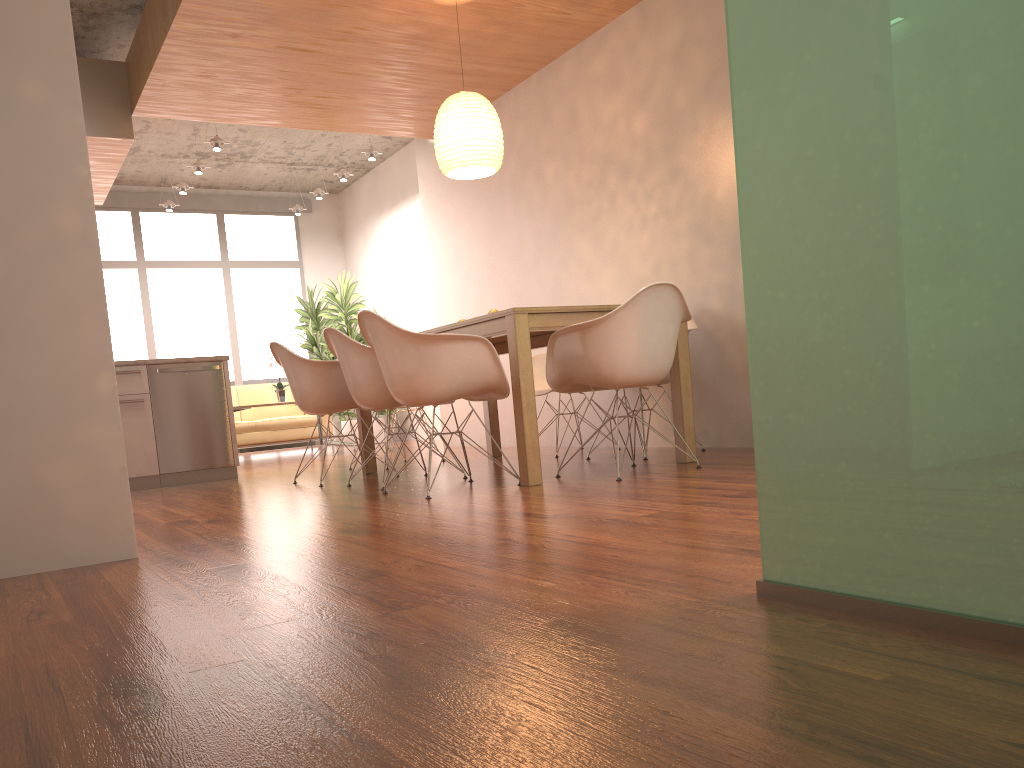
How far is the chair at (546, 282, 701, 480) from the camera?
4.0m

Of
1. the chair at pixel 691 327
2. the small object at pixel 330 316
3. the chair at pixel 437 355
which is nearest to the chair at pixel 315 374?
the chair at pixel 437 355

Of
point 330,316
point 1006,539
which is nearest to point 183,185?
point 330,316

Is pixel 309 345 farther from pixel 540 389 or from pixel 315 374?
pixel 315 374

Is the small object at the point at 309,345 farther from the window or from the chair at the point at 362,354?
the chair at the point at 362,354

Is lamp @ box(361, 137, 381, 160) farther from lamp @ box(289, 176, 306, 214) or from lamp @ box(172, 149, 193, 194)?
lamp @ box(289, 176, 306, 214)

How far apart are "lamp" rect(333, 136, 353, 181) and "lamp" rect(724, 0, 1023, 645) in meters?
8.6 m

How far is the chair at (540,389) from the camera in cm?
613

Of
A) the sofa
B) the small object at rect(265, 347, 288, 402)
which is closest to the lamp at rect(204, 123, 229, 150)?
the small object at rect(265, 347, 288, 402)

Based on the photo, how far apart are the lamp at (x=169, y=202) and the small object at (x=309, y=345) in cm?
201
